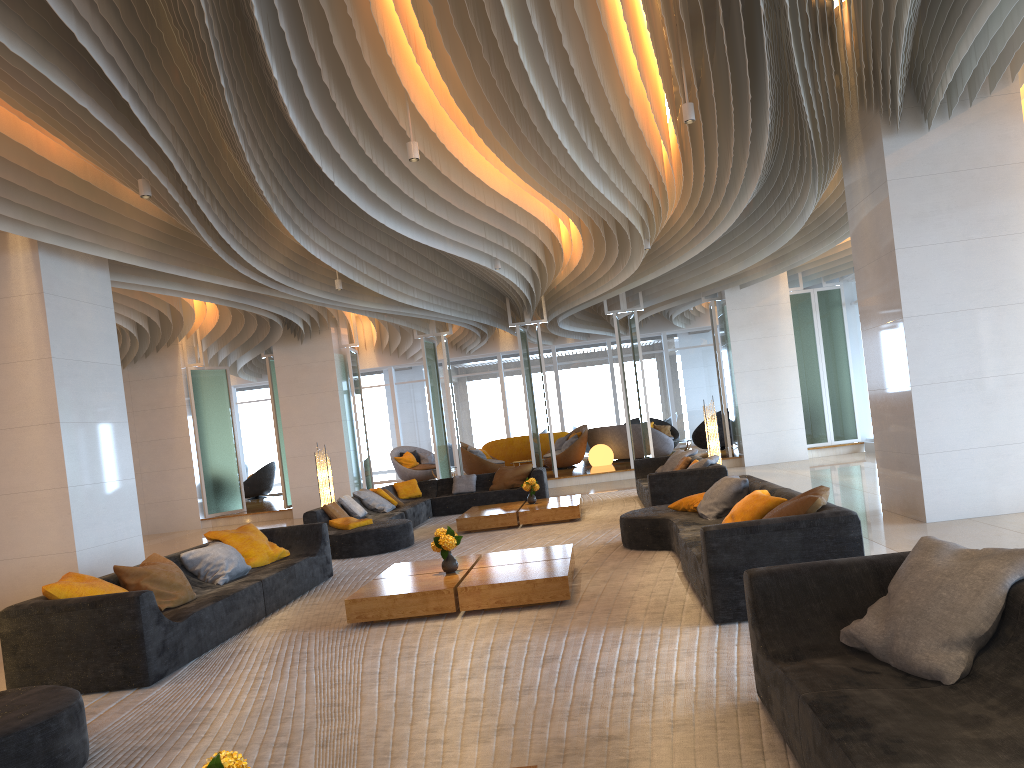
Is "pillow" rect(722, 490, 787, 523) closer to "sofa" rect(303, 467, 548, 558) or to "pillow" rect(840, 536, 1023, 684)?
"pillow" rect(840, 536, 1023, 684)

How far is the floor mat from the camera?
3.6 meters

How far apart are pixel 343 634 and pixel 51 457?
4.2 meters

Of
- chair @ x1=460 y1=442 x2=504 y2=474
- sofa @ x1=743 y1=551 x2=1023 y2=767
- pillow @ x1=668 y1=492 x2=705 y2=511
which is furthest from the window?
sofa @ x1=743 y1=551 x2=1023 y2=767

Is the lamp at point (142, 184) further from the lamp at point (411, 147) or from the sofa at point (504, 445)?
the sofa at point (504, 445)

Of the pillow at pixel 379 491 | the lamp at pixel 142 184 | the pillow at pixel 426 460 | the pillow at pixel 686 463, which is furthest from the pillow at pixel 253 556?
the pillow at pixel 426 460

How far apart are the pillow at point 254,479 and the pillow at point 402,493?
10.89m

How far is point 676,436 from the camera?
23.0m

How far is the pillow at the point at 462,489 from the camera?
14.90m

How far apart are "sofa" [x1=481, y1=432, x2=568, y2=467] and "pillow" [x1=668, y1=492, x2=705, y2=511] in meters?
14.0 m
